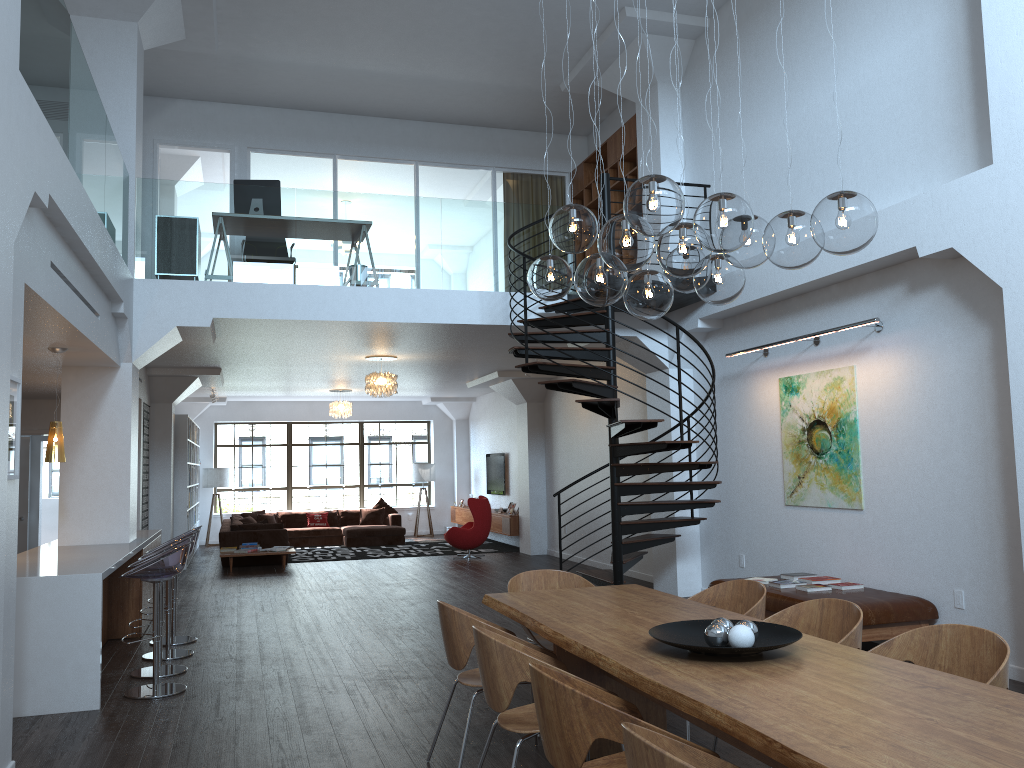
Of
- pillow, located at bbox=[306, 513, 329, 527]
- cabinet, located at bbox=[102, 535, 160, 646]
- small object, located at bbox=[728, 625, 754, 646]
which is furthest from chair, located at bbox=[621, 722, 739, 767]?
pillow, located at bbox=[306, 513, 329, 527]

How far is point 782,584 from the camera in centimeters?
718cm

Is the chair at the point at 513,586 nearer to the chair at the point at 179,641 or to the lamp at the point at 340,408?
the chair at the point at 179,641

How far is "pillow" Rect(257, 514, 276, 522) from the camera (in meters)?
17.52

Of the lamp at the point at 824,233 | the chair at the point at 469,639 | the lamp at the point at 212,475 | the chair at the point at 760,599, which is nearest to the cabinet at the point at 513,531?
the lamp at the point at 212,475

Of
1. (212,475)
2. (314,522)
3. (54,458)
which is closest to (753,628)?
(54,458)

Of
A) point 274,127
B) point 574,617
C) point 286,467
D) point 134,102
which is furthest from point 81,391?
point 286,467

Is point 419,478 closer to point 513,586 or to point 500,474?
point 500,474

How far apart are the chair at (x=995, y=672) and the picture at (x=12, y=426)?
4.0m

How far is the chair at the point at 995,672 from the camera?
3.3m
